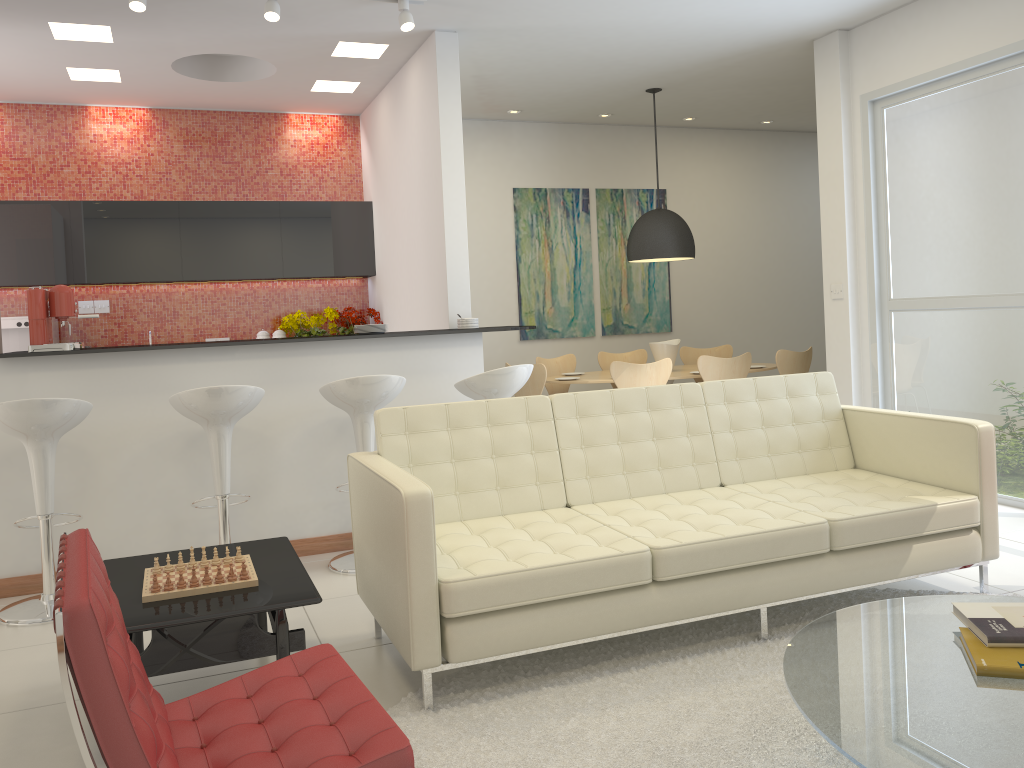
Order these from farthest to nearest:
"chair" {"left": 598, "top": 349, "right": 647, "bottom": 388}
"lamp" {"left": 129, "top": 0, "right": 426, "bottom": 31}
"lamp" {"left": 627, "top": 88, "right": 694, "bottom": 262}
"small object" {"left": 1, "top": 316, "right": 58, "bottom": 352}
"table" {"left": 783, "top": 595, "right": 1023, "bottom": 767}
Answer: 1. "chair" {"left": 598, "top": 349, "right": 647, "bottom": 388}
2. "lamp" {"left": 627, "top": 88, "right": 694, "bottom": 262}
3. "small object" {"left": 1, "top": 316, "right": 58, "bottom": 352}
4. "lamp" {"left": 129, "top": 0, "right": 426, "bottom": 31}
5. "table" {"left": 783, "top": 595, "right": 1023, "bottom": 767}

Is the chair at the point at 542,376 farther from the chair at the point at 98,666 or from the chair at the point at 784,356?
the chair at the point at 98,666

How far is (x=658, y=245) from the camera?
7.45m

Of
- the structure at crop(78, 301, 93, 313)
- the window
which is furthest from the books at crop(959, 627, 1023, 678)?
the structure at crop(78, 301, 93, 313)

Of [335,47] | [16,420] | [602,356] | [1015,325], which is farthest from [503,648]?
[602,356]

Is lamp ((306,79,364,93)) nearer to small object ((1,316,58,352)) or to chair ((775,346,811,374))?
small object ((1,316,58,352))

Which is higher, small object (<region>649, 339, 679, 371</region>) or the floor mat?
small object (<region>649, 339, 679, 371</region>)

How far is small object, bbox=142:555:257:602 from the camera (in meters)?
2.90

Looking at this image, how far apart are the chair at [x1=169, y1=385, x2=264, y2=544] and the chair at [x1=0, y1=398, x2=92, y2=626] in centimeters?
37cm

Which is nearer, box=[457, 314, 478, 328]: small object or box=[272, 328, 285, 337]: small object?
box=[457, 314, 478, 328]: small object
